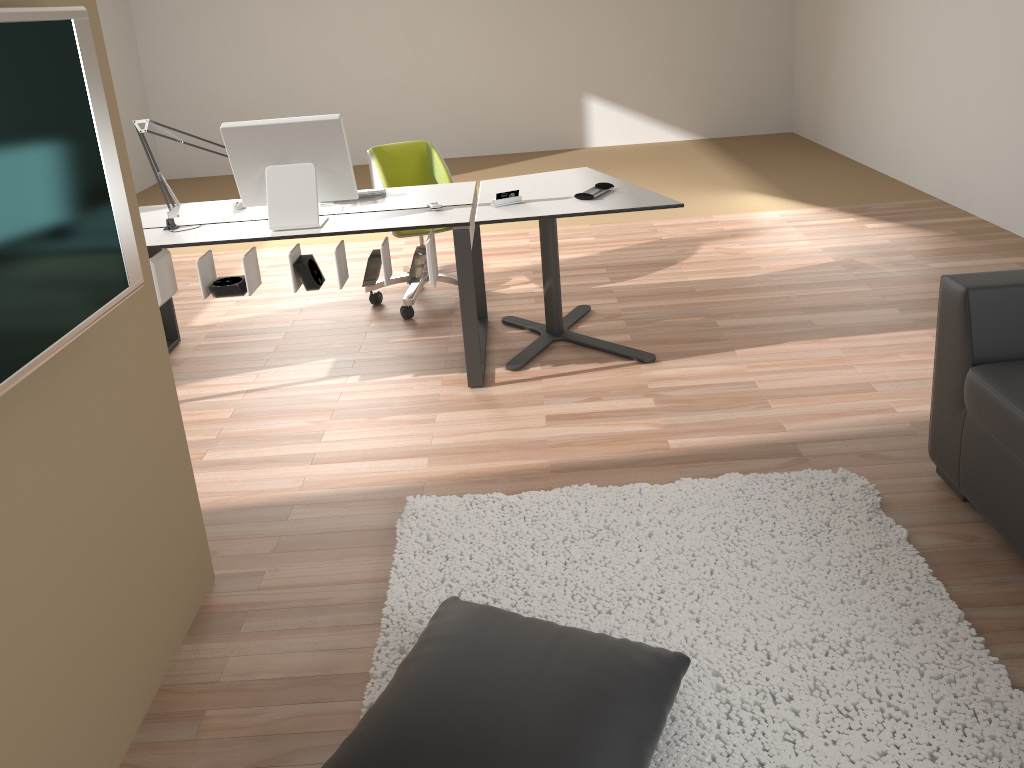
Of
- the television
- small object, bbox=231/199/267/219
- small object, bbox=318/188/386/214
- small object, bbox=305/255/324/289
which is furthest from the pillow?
small object, bbox=231/199/267/219

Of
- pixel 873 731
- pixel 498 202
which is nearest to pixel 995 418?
pixel 873 731

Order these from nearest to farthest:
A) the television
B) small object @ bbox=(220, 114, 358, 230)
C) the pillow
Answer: the television
the pillow
small object @ bbox=(220, 114, 358, 230)

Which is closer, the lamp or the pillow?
the pillow

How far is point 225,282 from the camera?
3.47m

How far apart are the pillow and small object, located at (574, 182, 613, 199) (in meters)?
1.91

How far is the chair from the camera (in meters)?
4.38

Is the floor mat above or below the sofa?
below

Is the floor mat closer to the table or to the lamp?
the table

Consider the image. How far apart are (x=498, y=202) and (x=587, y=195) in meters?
0.4 m
